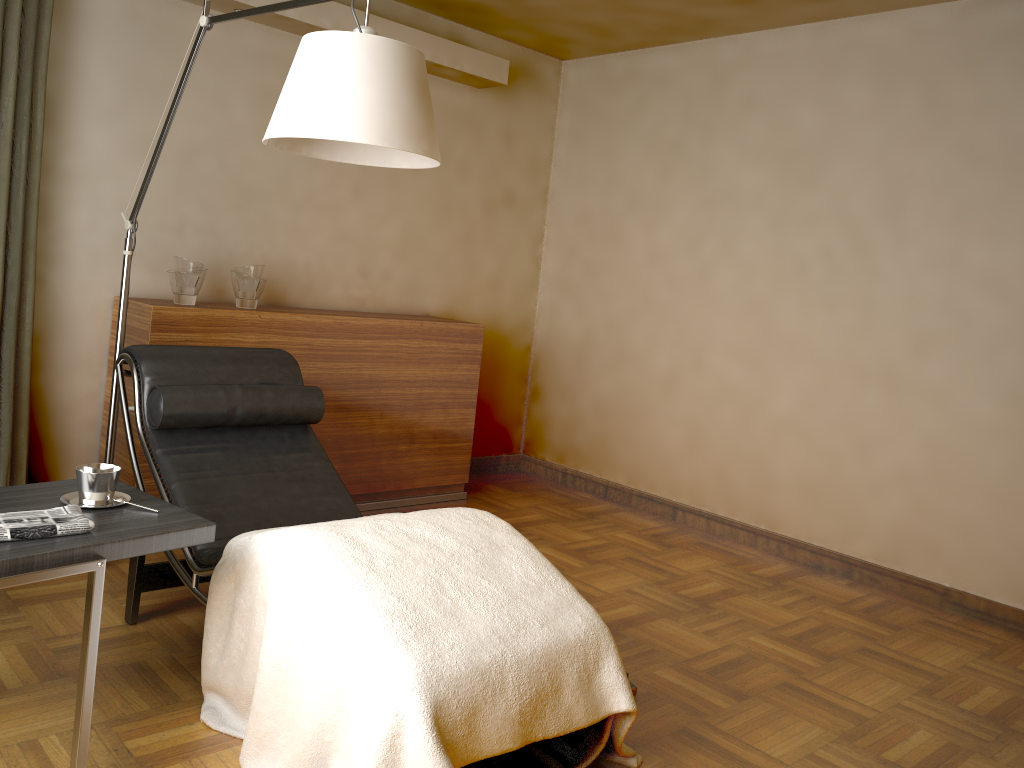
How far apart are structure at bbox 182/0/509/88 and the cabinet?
1.23m

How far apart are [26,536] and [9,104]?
1.9m

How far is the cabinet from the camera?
3.5 meters

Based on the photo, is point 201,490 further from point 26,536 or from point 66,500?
point 26,536

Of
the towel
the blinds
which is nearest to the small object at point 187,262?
the blinds

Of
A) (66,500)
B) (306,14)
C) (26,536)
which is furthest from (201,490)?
(306,14)

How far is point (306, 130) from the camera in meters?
2.0

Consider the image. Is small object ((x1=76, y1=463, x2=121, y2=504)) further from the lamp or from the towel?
the lamp

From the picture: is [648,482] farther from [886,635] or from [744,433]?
[886,635]

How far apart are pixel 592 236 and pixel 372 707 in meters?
3.6 m
